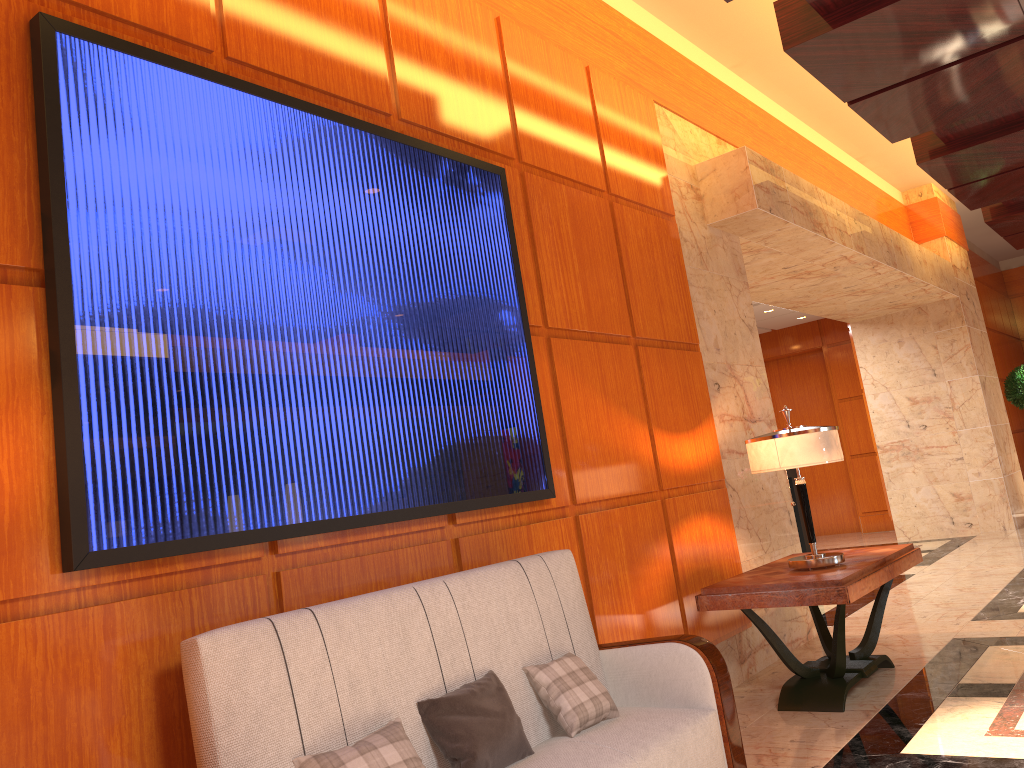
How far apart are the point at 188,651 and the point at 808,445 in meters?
3.1

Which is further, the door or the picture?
the door

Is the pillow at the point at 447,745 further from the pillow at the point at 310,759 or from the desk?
the desk

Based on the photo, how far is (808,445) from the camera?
4.3m

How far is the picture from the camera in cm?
227

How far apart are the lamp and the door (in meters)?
9.16

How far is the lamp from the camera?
4.3 meters

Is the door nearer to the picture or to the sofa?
the picture

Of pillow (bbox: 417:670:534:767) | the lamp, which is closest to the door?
the lamp

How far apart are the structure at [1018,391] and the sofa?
10.7m
